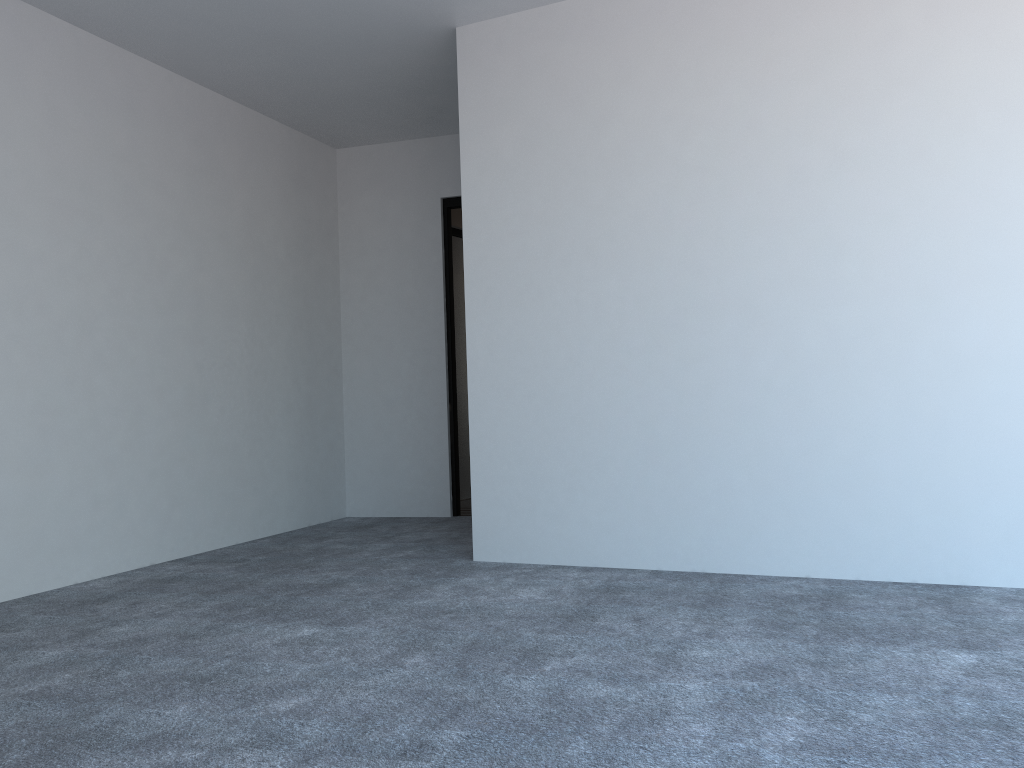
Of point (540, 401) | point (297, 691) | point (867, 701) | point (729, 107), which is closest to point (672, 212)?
point (729, 107)

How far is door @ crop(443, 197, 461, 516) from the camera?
5.83m

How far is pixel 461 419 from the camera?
6.85m

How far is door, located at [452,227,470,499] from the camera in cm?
685

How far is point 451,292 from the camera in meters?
5.9 m

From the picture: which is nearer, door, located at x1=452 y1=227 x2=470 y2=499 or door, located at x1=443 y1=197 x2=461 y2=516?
door, located at x1=443 y1=197 x2=461 y2=516

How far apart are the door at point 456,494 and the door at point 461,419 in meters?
1.0 m

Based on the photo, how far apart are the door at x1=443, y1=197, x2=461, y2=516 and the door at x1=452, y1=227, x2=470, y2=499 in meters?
1.0

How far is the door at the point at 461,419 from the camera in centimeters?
685cm
